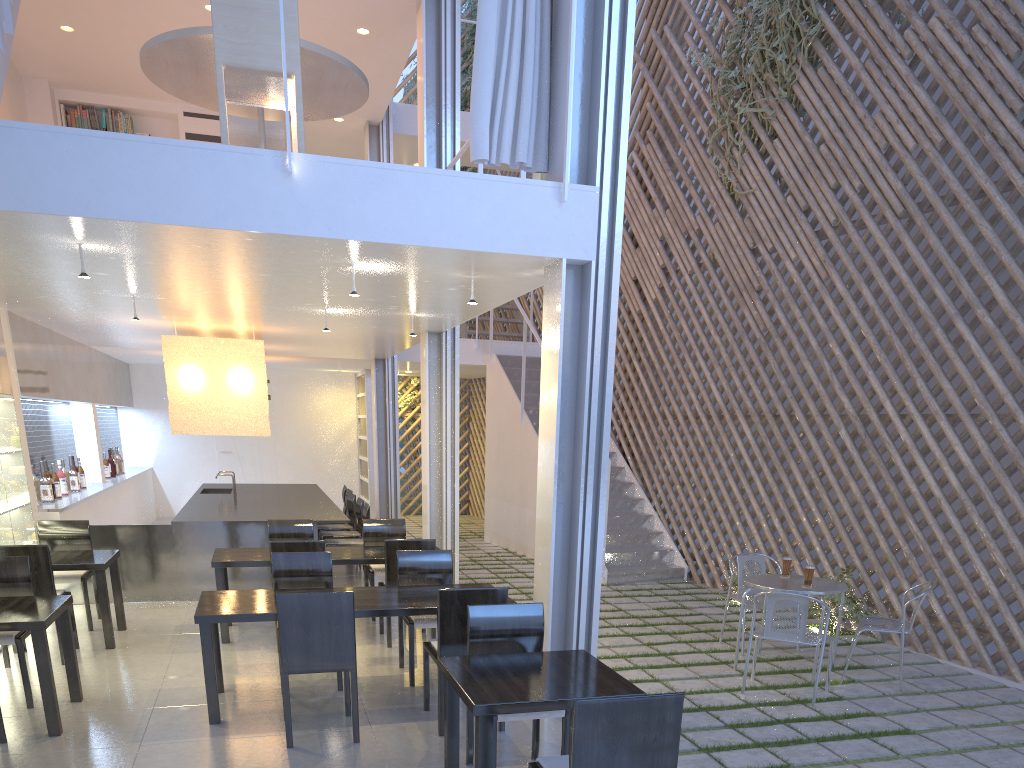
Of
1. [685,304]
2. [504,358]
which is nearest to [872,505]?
[685,304]

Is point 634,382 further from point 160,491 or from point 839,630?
point 160,491

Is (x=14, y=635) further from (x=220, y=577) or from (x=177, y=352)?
(x=177, y=352)

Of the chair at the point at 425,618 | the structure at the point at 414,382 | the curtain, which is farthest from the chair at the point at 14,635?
the structure at the point at 414,382

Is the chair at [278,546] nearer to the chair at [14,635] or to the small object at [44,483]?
the chair at [14,635]

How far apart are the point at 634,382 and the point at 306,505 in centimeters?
224cm

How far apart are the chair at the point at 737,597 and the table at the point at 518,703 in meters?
1.5 m

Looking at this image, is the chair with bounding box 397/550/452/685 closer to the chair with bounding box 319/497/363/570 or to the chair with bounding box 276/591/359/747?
the chair with bounding box 276/591/359/747

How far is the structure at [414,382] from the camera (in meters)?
7.94

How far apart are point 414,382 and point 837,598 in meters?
5.1 m
